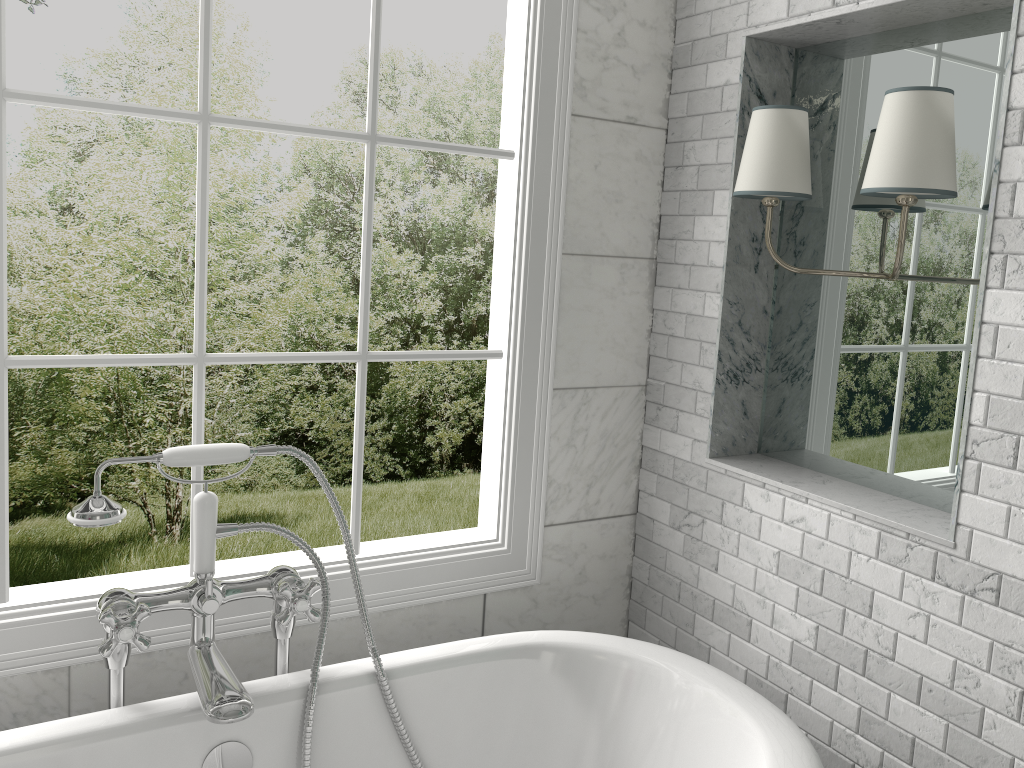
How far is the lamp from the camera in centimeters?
171cm

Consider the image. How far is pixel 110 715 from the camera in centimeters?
171cm

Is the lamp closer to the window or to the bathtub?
the window

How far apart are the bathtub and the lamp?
0.95m

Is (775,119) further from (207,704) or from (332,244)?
(332,244)

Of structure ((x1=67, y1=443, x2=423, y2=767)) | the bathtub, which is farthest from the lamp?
structure ((x1=67, y1=443, x2=423, y2=767))

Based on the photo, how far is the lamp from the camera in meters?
1.7

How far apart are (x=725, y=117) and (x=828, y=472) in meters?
0.9

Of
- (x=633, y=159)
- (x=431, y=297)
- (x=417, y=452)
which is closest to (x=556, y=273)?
(x=633, y=159)

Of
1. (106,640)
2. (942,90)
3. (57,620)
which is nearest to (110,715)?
(106,640)
